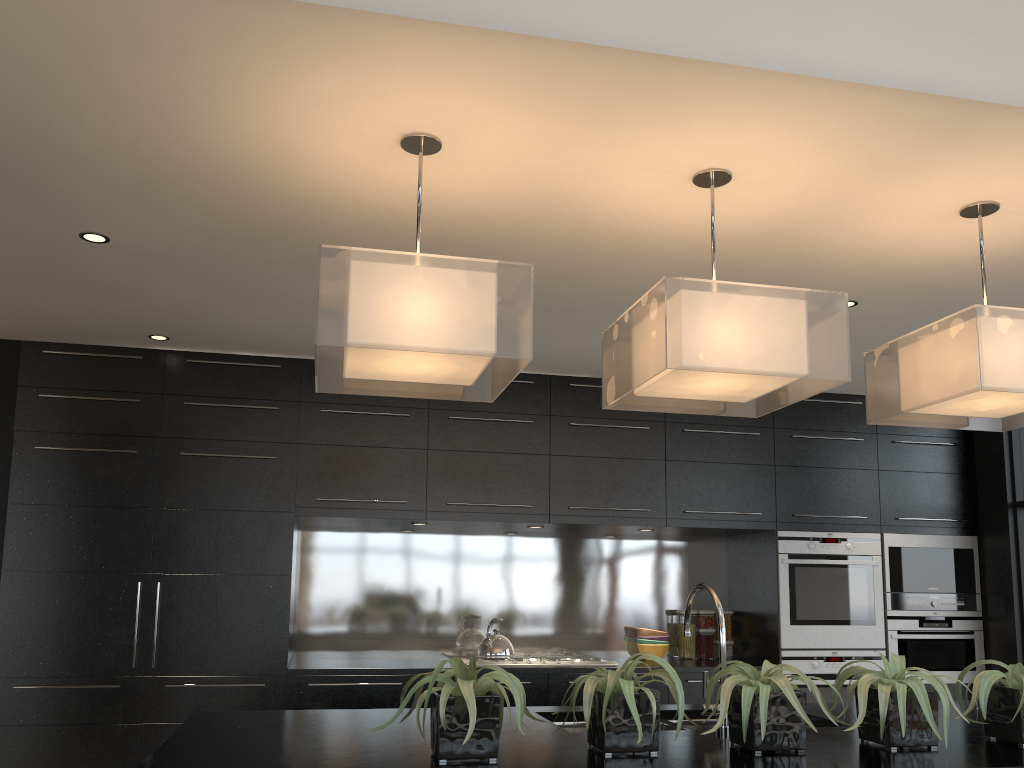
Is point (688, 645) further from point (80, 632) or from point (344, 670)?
point (80, 632)

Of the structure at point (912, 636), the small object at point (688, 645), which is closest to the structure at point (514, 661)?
the small object at point (688, 645)

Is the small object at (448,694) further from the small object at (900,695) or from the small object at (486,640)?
the small object at (486,640)

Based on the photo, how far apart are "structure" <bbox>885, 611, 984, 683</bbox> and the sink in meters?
3.0

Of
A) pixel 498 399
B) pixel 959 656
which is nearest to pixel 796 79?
pixel 498 399

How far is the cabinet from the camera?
4.4 meters

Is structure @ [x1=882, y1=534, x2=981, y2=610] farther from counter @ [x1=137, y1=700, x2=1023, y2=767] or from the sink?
the sink

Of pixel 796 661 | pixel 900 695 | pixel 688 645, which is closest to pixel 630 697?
pixel 900 695

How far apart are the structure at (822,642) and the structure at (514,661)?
1.10m

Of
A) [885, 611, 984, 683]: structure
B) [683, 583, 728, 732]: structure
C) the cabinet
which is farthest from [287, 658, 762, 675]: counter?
[683, 583, 728, 732]: structure
